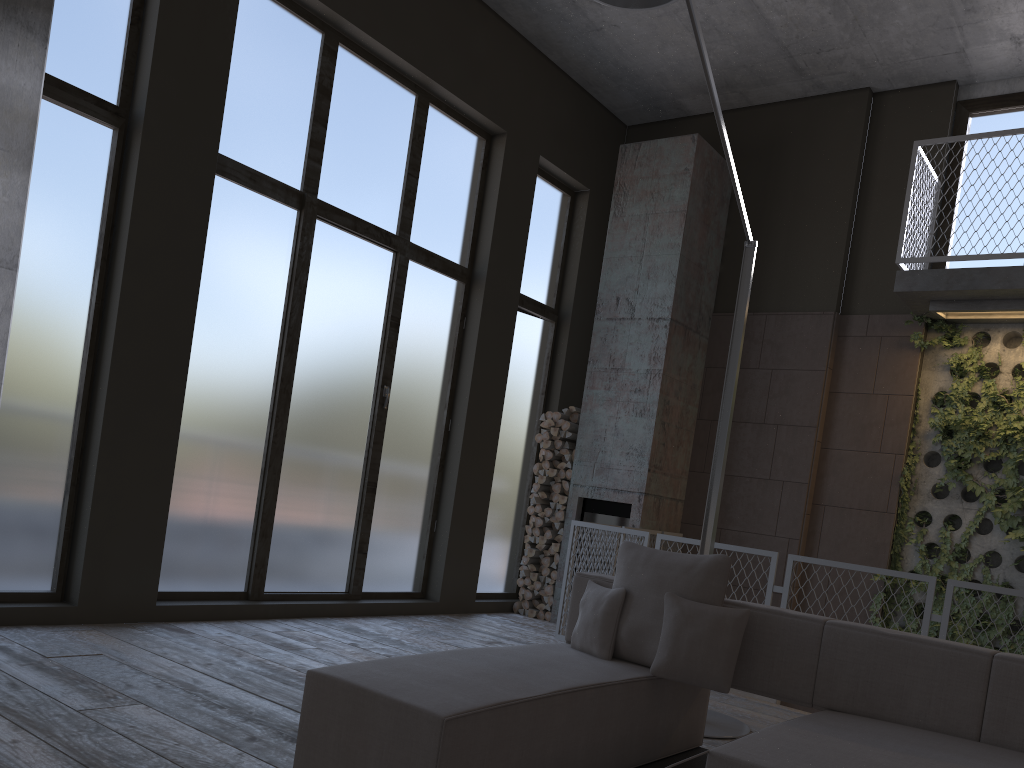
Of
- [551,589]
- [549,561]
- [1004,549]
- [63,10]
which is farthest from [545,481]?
[63,10]

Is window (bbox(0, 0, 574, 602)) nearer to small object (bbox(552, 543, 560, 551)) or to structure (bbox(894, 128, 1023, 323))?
small object (bbox(552, 543, 560, 551))

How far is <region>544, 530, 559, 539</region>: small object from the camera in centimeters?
823cm

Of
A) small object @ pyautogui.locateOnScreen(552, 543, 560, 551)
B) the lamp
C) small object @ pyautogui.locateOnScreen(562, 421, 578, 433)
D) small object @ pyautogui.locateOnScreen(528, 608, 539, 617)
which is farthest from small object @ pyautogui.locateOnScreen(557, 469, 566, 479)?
the lamp

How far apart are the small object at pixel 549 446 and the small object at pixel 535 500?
0.5 meters

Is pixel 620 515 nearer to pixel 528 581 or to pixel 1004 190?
pixel 528 581

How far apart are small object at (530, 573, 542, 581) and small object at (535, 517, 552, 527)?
0.5m

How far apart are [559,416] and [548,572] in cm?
146

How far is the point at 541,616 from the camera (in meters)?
8.17

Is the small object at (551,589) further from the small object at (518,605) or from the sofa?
the sofa
